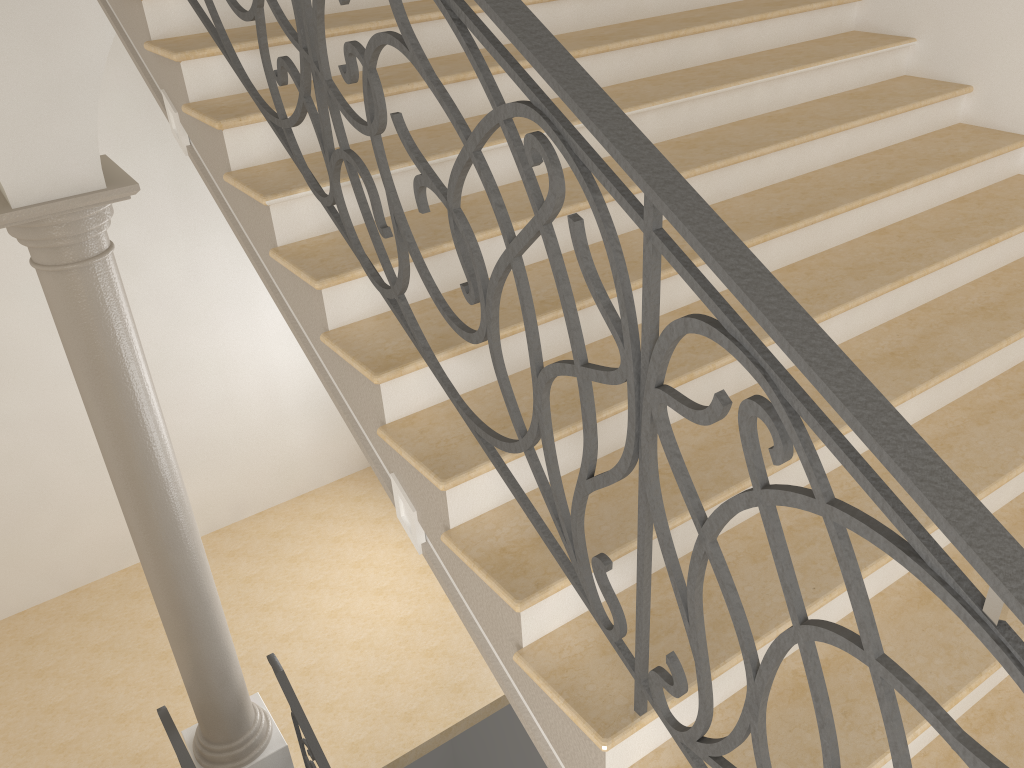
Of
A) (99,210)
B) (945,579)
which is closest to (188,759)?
(99,210)

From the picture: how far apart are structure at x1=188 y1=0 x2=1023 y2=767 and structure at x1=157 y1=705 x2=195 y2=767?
4.01m

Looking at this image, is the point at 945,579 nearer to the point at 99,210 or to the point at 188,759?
the point at 99,210

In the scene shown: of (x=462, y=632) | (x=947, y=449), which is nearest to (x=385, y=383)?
(x=947, y=449)

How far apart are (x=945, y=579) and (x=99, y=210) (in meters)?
4.26

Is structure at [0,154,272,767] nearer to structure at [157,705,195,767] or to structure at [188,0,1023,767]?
structure at [157,705,195,767]

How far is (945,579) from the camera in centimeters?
109cm

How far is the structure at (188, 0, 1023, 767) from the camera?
1.1 meters

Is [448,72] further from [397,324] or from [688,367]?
[688,367]

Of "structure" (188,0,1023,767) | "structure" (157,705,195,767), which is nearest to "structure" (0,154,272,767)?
"structure" (157,705,195,767)
